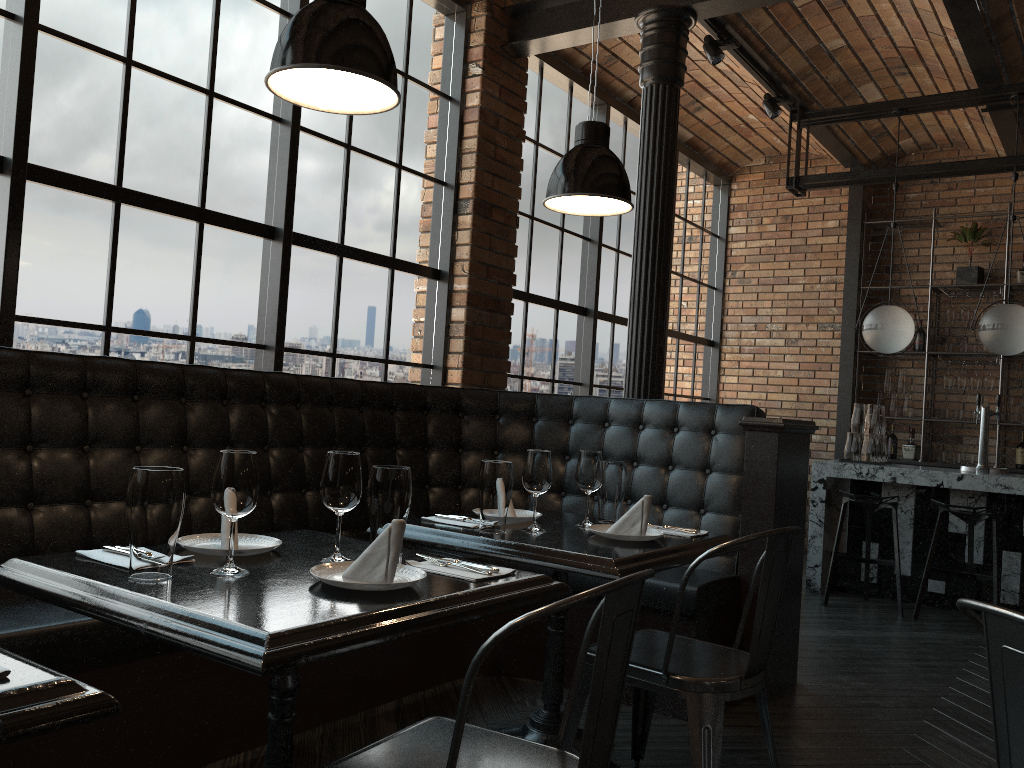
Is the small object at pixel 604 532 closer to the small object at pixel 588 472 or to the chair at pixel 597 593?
the small object at pixel 588 472

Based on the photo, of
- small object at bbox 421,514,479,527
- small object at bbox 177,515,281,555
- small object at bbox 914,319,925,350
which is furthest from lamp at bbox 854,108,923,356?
small object at bbox 177,515,281,555

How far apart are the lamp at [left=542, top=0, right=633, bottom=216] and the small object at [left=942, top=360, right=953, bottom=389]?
5.67m

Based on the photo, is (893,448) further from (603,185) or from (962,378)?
(603,185)

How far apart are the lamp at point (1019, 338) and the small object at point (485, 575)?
4.9 meters

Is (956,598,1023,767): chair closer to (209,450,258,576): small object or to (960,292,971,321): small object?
(209,450,258,576): small object

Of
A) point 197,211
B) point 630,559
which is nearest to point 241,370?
point 197,211

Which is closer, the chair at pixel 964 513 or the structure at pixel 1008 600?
the chair at pixel 964 513

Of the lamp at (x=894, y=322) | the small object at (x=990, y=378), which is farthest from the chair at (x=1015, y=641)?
the small object at (x=990, y=378)

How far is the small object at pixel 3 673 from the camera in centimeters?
108cm
